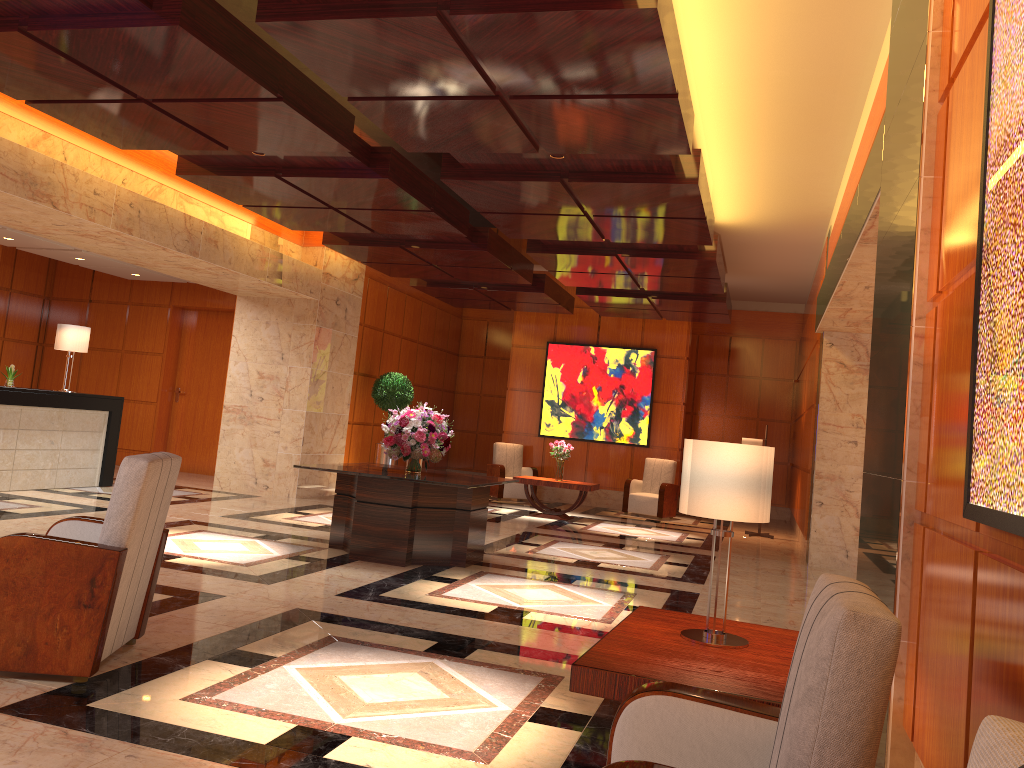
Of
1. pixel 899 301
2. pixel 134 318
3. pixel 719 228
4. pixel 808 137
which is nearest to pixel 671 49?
pixel 899 301

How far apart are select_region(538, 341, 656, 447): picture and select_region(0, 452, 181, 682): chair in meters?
11.8

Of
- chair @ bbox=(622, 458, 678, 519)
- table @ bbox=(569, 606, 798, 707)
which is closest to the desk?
chair @ bbox=(622, 458, 678, 519)

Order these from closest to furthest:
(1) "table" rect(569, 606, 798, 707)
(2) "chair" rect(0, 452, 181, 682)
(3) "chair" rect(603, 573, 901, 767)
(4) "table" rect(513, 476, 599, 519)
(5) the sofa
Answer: (5) the sofa → (3) "chair" rect(603, 573, 901, 767) → (1) "table" rect(569, 606, 798, 707) → (2) "chair" rect(0, 452, 181, 682) → (4) "table" rect(513, 476, 599, 519)

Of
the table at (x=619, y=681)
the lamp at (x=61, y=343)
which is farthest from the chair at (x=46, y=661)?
the lamp at (x=61, y=343)

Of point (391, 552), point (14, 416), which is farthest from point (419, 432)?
point (14, 416)

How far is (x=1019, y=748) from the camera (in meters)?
1.04

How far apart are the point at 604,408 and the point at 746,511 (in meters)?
12.57

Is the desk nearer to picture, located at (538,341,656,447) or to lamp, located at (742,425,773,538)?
picture, located at (538,341,656,447)

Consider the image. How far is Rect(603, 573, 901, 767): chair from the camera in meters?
1.7 m
